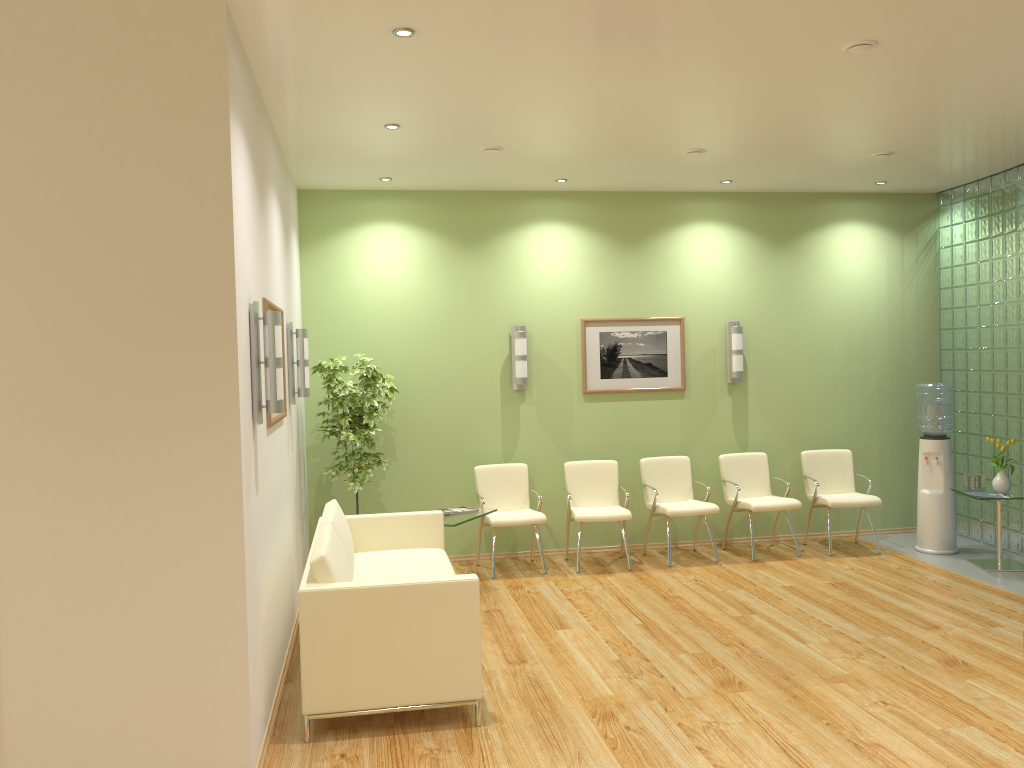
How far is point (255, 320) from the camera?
4.2 meters

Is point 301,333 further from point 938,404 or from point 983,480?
point 983,480

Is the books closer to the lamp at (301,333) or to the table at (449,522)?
the table at (449,522)

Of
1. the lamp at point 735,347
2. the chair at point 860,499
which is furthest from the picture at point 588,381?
the chair at point 860,499

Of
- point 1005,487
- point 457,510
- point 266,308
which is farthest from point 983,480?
point 266,308

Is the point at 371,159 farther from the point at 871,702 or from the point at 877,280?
the point at 877,280

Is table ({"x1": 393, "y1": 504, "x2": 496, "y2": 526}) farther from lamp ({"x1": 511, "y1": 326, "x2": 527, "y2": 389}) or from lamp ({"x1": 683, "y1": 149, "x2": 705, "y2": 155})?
lamp ({"x1": 683, "y1": 149, "x2": 705, "y2": 155})

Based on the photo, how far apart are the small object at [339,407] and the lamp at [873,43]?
4.2m

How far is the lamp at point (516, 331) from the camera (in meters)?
7.96

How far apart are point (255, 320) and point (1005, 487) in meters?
6.2
